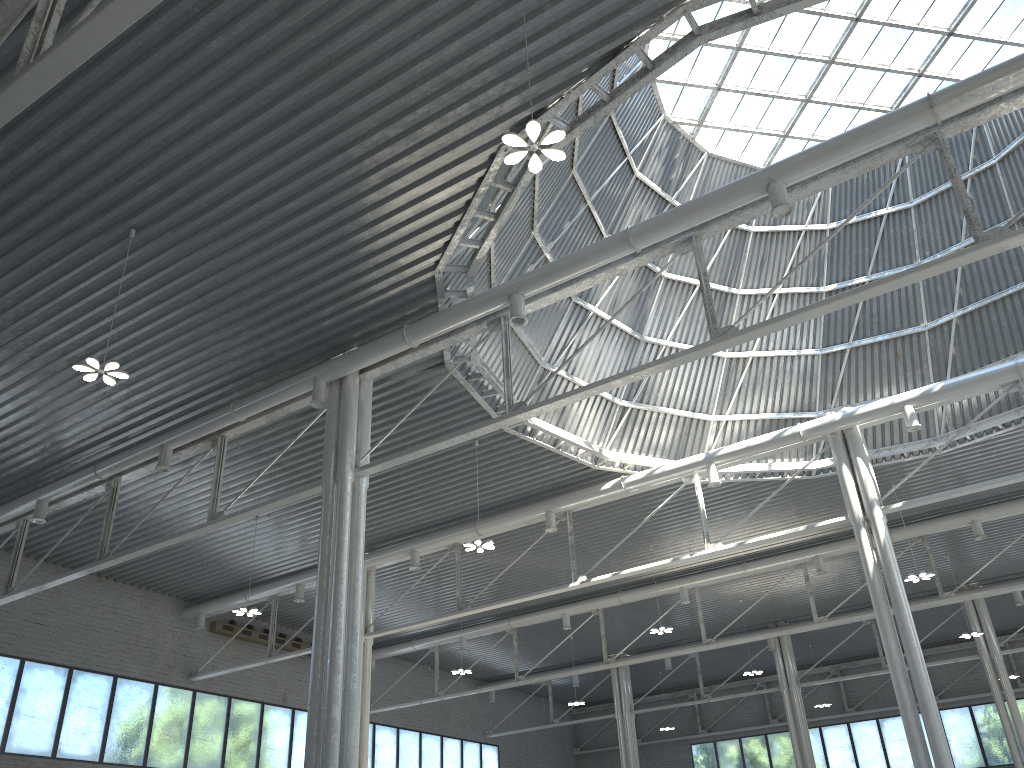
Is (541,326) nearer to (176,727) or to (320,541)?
(320,541)

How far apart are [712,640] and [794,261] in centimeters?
1933cm
